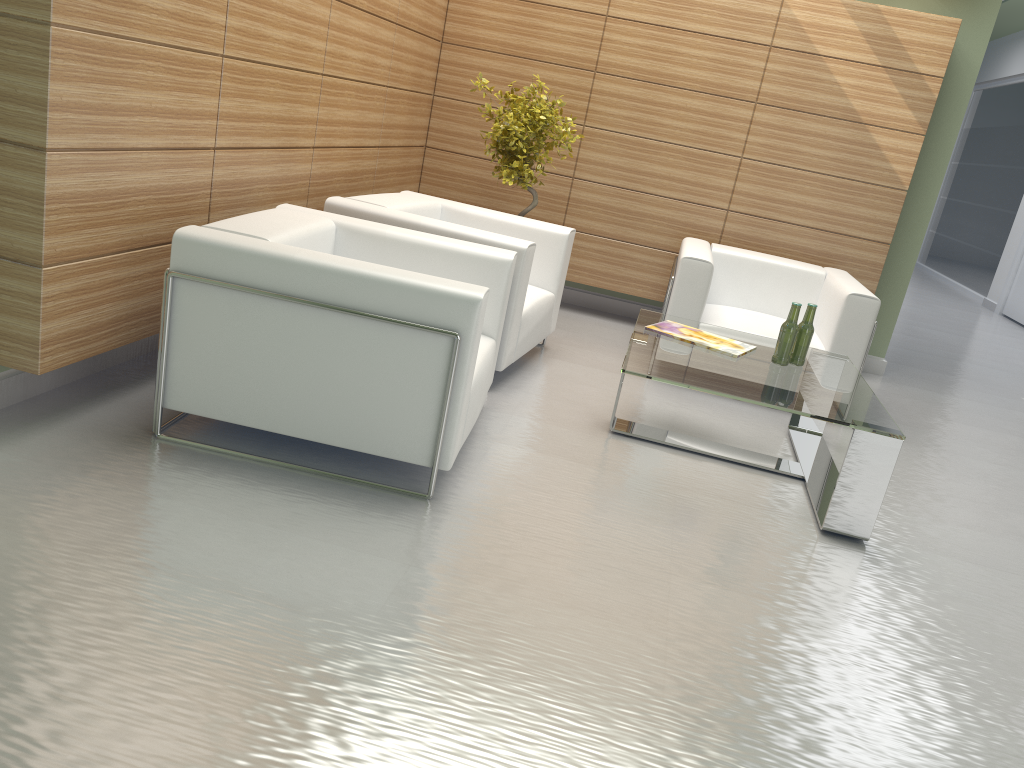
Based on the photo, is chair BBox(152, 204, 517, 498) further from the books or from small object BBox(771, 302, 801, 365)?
small object BBox(771, 302, 801, 365)

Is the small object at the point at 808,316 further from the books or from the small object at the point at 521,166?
the small object at the point at 521,166

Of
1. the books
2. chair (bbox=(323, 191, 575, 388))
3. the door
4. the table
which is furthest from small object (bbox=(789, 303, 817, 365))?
the door

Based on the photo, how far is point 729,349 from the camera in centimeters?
669cm

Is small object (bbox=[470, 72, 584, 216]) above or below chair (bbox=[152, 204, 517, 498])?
above

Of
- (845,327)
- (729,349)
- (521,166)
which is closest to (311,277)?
(729,349)

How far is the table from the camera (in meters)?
5.51

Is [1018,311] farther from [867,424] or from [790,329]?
[867,424]

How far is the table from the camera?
5.51m

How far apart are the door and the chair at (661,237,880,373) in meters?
11.0
